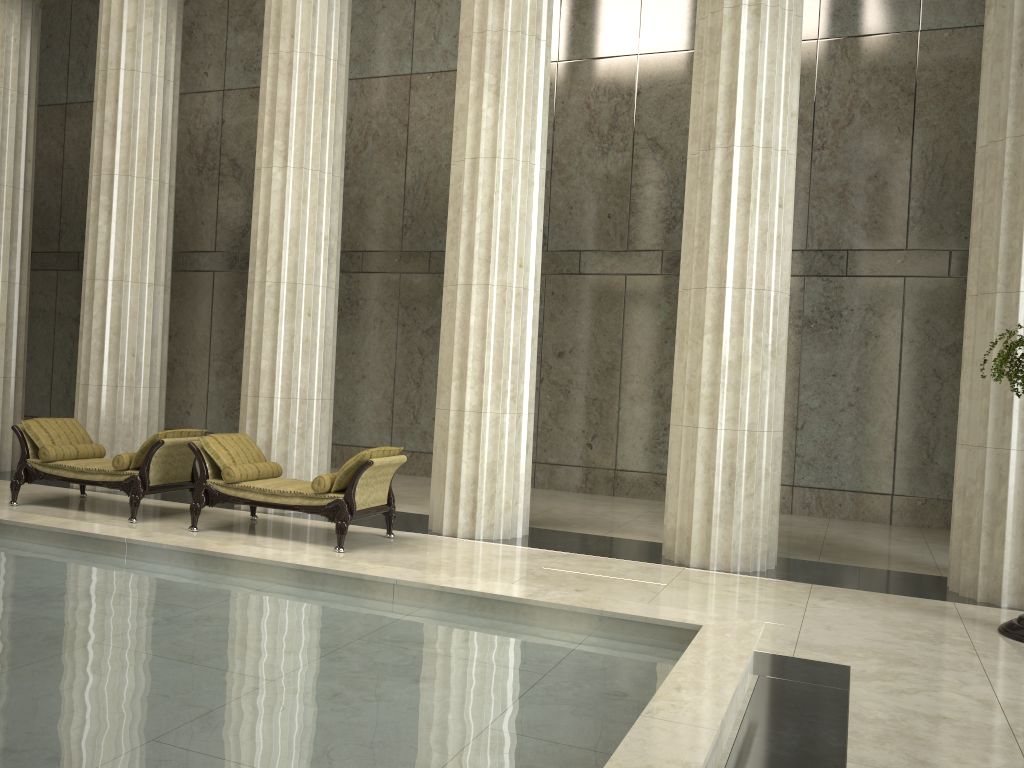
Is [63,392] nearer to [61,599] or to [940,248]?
[61,599]

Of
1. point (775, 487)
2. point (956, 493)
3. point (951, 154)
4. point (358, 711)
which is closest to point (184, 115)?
point (951, 154)

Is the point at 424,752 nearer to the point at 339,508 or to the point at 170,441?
the point at 339,508

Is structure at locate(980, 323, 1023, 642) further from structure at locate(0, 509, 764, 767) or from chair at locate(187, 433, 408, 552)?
chair at locate(187, 433, 408, 552)

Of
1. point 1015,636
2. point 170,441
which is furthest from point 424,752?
point 170,441

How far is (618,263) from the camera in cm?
1343

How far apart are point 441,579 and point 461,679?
Result: 1.6m

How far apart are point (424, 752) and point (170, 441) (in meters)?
6.58

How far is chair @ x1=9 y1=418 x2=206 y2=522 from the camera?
9.18m

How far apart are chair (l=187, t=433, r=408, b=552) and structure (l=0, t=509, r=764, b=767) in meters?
1.6 m
